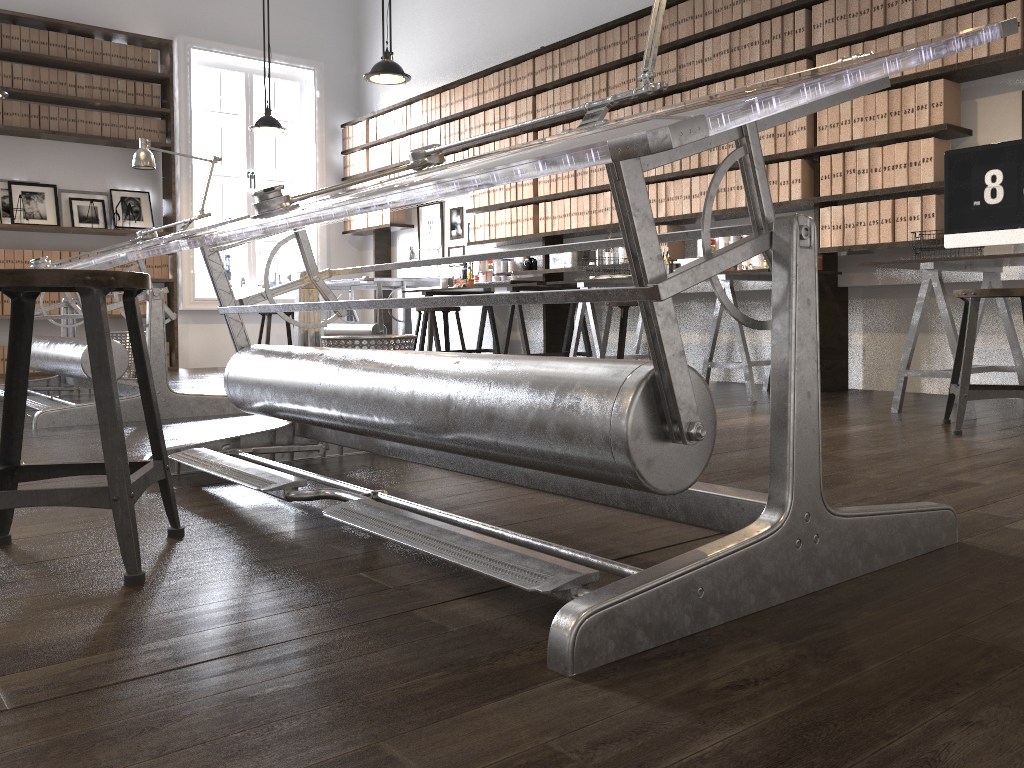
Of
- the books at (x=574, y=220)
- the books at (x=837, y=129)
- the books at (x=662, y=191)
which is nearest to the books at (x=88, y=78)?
the books at (x=574, y=220)

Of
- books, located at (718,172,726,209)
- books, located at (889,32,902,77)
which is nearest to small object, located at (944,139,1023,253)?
books, located at (889,32,902,77)

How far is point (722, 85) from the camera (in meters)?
5.22

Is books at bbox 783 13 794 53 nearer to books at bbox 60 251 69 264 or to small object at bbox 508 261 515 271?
small object at bbox 508 261 515 271

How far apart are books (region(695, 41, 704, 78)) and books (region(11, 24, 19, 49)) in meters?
5.6 m

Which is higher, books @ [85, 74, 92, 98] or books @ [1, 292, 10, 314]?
books @ [85, 74, 92, 98]

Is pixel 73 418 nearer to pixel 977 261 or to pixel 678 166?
pixel 678 166

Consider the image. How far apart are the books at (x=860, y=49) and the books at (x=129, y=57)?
6.2m

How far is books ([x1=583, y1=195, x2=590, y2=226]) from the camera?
6.2m

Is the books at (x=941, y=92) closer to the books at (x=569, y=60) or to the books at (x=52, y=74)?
the books at (x=569, y=60)
